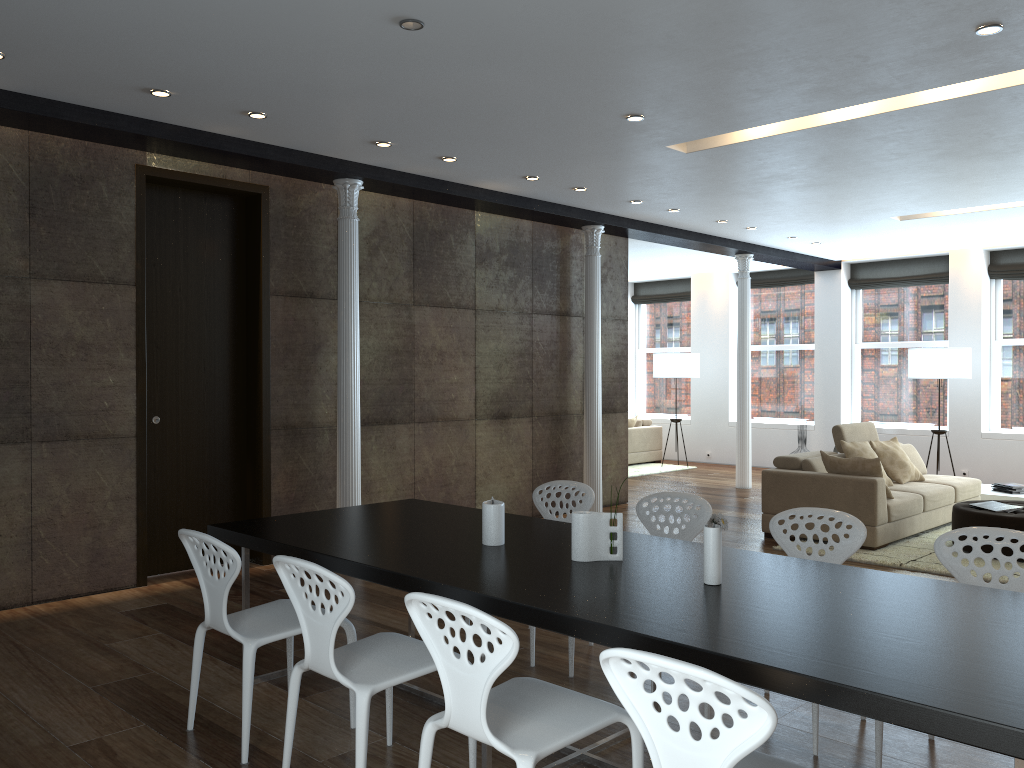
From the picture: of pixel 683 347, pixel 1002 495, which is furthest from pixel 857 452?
pixel 683 347

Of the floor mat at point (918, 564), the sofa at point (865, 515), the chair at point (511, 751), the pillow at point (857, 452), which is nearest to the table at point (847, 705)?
the chair at point (511, 751)

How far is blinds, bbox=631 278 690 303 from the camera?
14.7m

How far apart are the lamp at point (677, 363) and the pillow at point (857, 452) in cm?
499

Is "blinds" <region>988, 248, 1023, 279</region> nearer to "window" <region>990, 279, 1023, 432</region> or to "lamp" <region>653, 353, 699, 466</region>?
"window" <region>990, 279, 1023, 432</region>

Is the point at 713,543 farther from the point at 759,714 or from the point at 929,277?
the point at 929,277

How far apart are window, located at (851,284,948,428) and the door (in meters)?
9.11

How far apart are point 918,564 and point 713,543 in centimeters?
435cm

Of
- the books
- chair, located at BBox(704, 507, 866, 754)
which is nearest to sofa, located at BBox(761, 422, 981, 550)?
the books

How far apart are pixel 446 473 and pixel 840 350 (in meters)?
7.15
